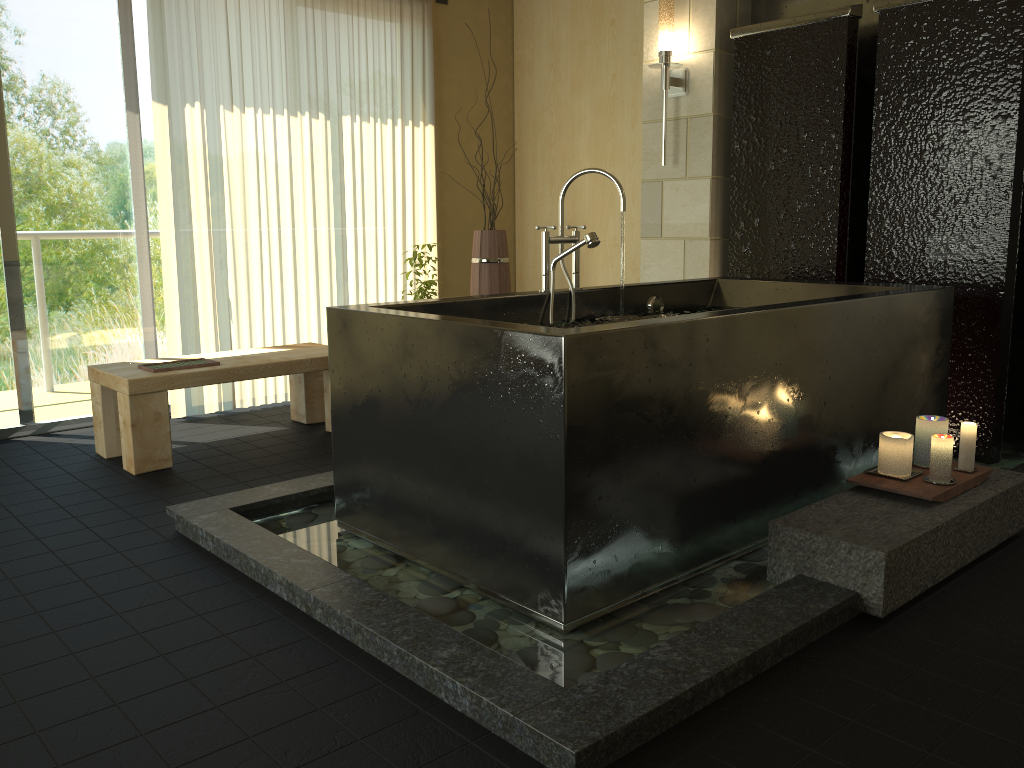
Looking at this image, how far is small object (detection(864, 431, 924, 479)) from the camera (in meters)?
2.66

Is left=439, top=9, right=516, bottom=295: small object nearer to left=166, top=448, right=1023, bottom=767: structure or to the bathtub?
the bathtub

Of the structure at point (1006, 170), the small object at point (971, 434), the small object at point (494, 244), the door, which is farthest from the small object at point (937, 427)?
the door

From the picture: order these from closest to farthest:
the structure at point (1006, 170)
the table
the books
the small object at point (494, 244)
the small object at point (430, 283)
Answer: the structure at point (1006, 170) < the table < the books < the small object at point (430, 283) < the small object at point (494, 244)

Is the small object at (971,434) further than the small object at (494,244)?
No

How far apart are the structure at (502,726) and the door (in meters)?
1.90

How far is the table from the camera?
3.6 meters

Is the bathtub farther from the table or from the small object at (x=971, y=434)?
the table

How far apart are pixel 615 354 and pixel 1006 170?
2.29m

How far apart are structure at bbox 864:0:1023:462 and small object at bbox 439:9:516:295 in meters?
2.0
